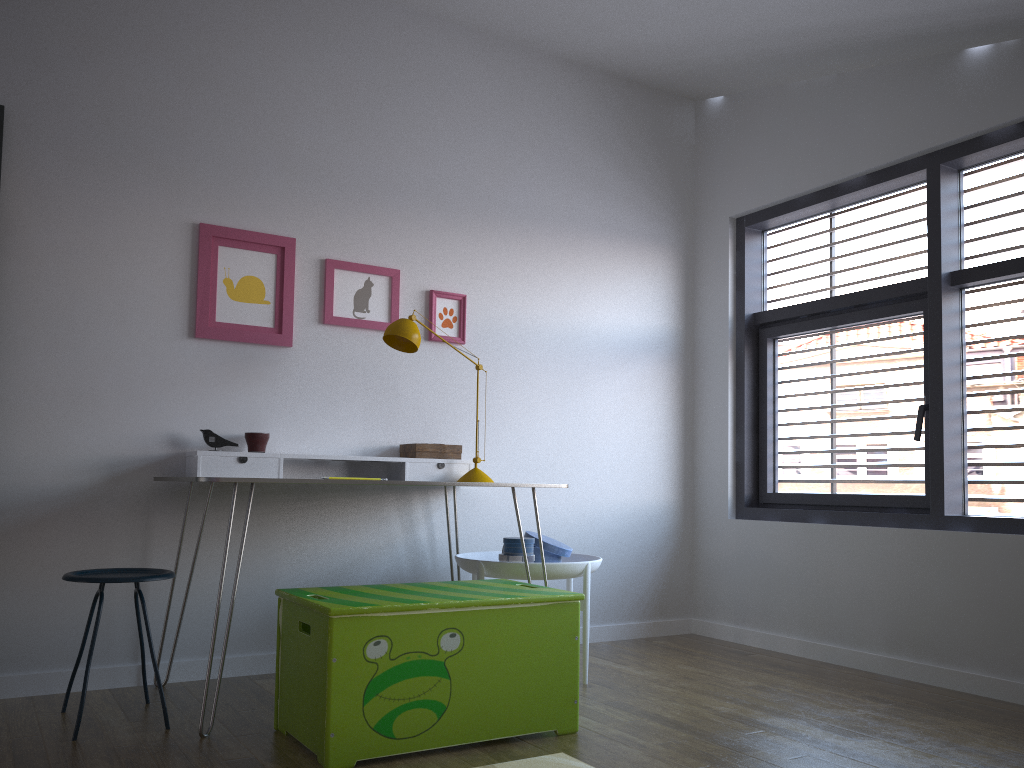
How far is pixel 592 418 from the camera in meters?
4.3

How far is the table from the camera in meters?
2.6 m

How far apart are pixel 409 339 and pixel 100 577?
1.33m

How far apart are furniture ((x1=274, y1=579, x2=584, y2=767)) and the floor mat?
0.2 meters

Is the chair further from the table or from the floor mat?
the floor mat

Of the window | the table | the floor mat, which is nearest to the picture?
the table

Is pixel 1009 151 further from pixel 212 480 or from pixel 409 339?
pixel 212 480

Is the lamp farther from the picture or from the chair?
the chair

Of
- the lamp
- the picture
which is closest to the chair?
the picture

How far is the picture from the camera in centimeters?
341cm
